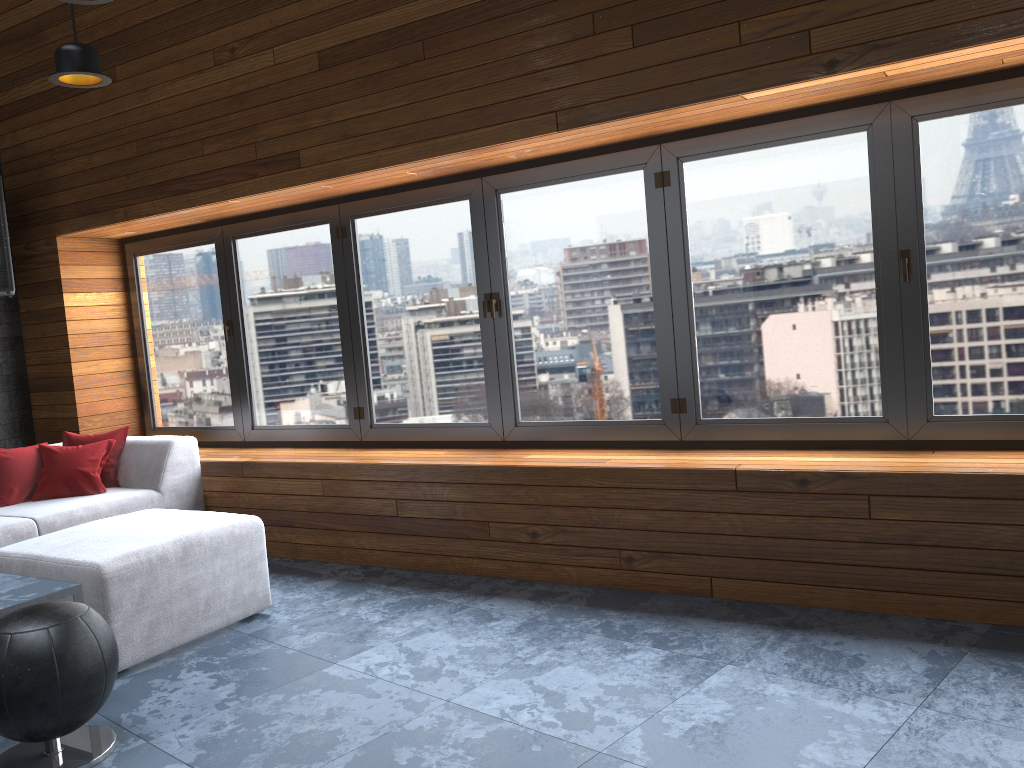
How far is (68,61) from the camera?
3.1 meters

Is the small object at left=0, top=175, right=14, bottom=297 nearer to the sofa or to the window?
the window

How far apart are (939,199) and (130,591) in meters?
3.4

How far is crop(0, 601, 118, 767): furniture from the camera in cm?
245

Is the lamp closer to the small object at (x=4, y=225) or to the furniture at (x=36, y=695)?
the furniture at (x=36, y=695)

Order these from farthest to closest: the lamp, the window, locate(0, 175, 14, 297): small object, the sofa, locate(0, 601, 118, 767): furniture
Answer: locate(0, 175, 14, 297): small object
the window
the sofa
the lamp
locate(0, 601, 118, 767): furniture

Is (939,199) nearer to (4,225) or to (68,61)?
(68,61)

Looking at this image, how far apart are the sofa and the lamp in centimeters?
174cm

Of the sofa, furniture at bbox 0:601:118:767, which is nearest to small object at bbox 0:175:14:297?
the sofa

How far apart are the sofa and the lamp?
1.74m
